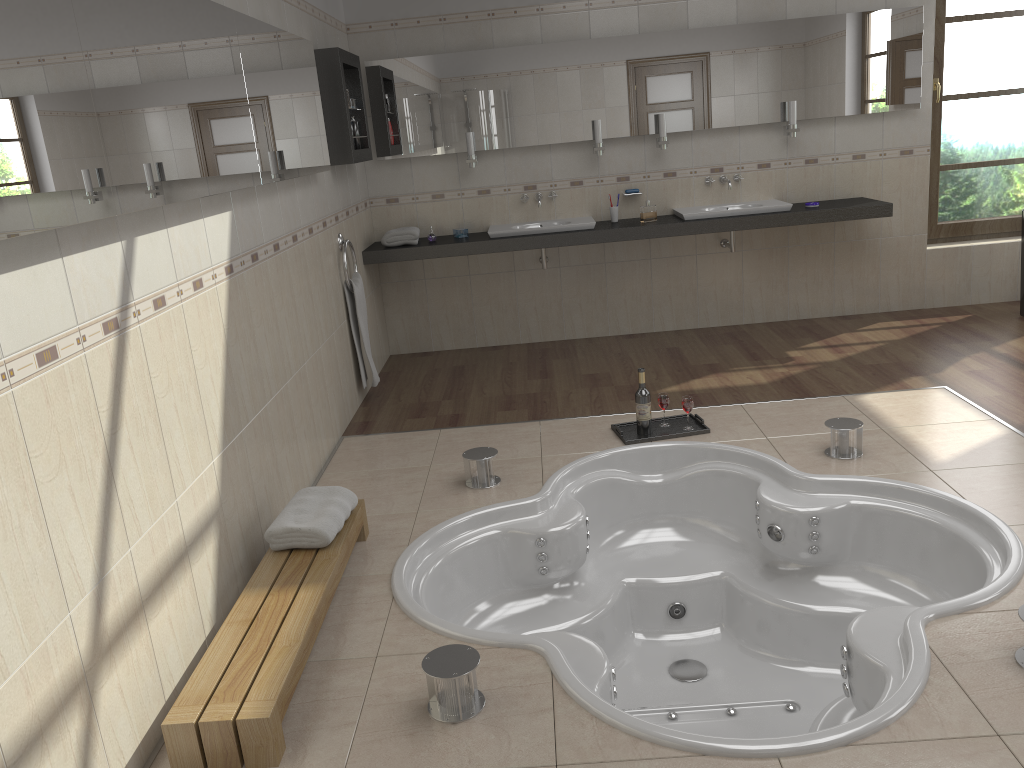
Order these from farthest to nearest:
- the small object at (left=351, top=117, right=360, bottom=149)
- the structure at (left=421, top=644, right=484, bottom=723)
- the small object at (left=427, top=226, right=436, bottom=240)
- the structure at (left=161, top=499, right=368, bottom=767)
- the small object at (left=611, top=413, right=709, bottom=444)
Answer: the small object at (left=427, top=226, right=436, bottom=240)
the small object at (left=351, top=117, right=360, bottom=149)
the small object at (left=611, top=413, right=709, bottom=444)
the structure at (left=421, top=644, right=484, bottom=723)
the structure at (left=161, top=499, right=368, bottom=767)

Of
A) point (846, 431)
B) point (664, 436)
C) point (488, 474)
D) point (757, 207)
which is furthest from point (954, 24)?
point (488, 474)

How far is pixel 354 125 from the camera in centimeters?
509cm

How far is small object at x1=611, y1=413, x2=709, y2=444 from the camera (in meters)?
4.02

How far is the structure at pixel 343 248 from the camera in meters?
4.8 m

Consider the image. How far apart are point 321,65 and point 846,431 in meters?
3.1 m

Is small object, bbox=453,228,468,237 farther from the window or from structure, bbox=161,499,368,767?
Answer: the window

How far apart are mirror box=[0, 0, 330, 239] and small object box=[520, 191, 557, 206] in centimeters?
170cm

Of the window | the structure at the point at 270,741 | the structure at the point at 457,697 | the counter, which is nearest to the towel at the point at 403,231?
the counter

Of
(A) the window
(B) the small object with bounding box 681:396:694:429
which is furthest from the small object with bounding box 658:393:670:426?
(A) the window
